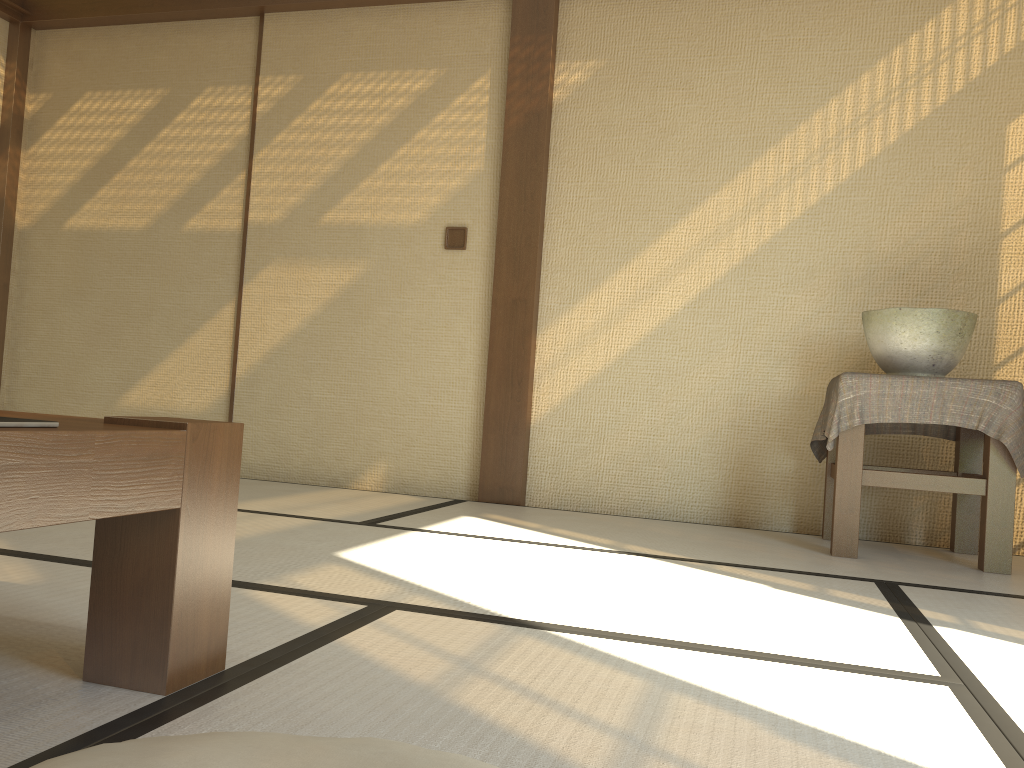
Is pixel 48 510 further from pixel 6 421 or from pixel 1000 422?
pixel 1000 422

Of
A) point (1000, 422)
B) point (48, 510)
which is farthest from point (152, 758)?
point (1000, 422)

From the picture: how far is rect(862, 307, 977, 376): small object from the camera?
2.9 meters

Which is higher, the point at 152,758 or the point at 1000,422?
the point at 1000,422

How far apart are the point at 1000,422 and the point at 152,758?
2.7m

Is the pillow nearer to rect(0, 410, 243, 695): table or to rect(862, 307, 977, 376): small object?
rect(0, 410, 243, 695): table

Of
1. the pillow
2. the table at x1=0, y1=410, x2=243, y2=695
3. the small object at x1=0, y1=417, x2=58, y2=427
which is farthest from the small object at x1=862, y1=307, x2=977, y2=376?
the small object at x1=0, y1=417, x2=58, y2=427

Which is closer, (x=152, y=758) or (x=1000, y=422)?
(x=152, y=758)

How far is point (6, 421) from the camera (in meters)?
0.92

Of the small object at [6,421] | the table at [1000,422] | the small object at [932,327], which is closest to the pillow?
the small object at [6,421]
